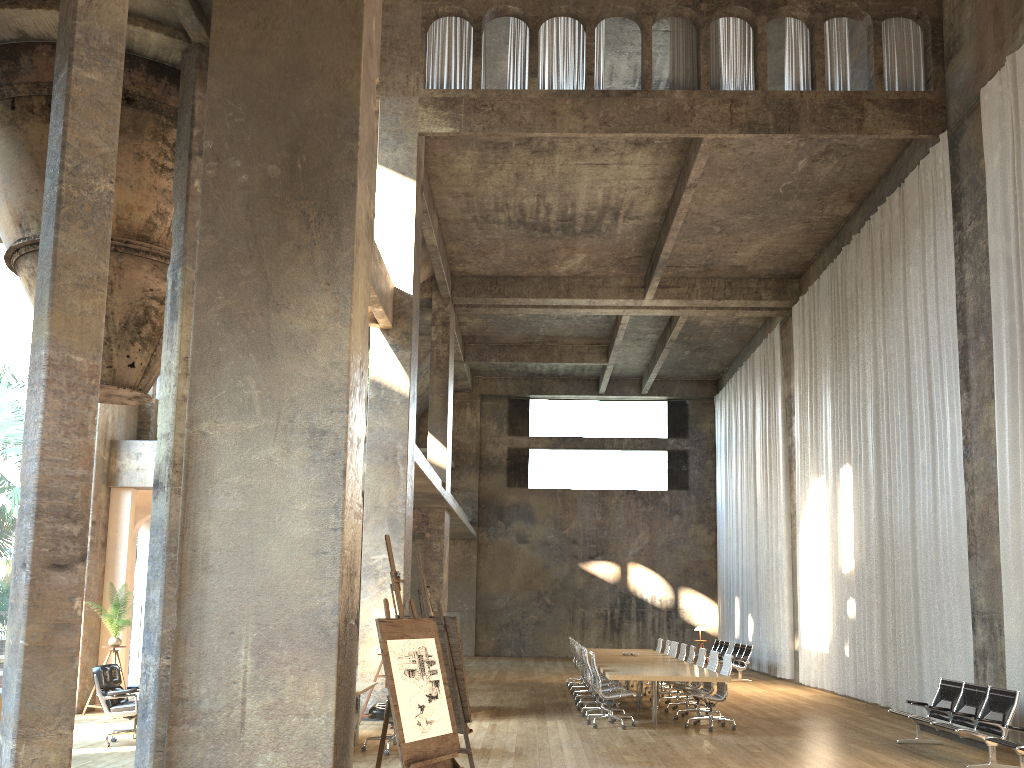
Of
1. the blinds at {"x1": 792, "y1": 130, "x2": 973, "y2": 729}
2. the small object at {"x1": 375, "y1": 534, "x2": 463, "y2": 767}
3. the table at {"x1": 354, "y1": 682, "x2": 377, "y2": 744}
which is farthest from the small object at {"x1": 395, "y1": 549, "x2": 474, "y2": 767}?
the blinds at {"x1": 792, "y1": 130, "x2": 973, "y2": 729}

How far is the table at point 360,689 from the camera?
9.3 meters

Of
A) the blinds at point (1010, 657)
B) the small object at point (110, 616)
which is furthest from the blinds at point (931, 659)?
the small object at point (110, 616)

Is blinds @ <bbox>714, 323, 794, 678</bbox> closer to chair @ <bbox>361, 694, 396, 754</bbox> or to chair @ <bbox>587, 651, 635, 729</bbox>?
chair @ <bbox>587, 651, 635, 729</bbox>

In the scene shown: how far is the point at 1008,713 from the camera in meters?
9.2

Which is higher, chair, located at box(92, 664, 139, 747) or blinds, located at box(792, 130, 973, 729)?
blinds, located at box(792, 130, 973, 729)

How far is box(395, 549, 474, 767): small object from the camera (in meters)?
7.43

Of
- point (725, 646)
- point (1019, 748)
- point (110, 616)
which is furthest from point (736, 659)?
point (110, 616)

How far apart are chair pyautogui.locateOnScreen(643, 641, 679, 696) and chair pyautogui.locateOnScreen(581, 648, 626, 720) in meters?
4.1

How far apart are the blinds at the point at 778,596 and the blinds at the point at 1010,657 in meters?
9.6 m
